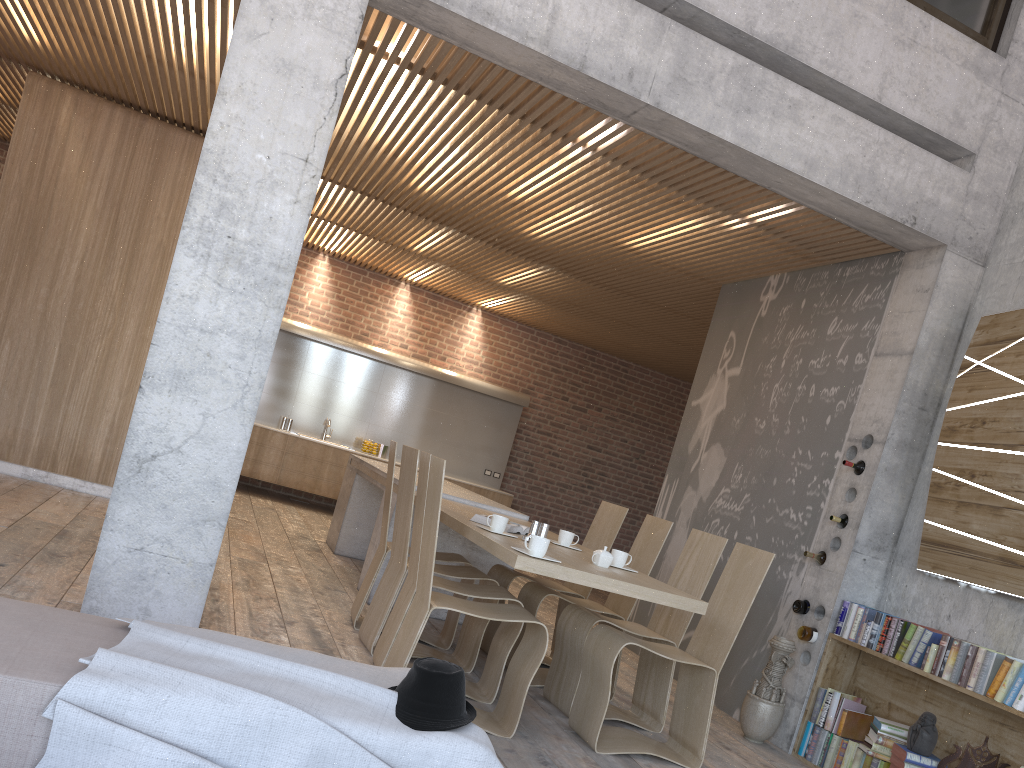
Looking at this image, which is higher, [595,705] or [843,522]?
[843,522]

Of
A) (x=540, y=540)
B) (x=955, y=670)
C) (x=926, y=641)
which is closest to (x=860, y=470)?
(x=926, y=641)

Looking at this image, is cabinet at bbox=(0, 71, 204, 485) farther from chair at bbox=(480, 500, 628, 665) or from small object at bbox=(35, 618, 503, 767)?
small object at bbox=(35, 618, 503, 767)

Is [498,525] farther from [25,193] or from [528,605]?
[25,193]

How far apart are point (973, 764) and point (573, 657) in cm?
201

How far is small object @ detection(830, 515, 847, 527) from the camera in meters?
5.5

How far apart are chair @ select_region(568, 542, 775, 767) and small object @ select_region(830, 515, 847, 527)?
1.1m

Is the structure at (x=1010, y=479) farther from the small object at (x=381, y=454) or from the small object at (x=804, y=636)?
the small object at (x=381, y=454)

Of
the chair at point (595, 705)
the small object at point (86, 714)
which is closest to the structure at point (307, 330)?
the chair at point (595, 705)

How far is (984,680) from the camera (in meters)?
4.24
